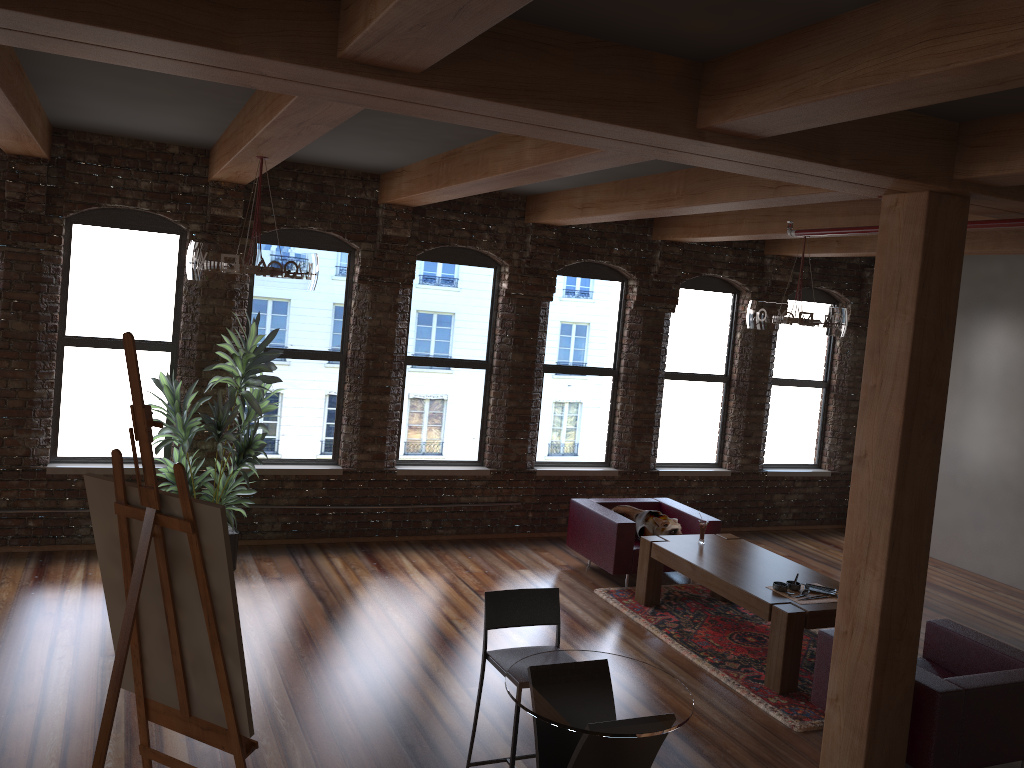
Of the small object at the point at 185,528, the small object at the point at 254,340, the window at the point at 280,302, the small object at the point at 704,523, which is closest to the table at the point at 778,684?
the small object at the point at 704,523

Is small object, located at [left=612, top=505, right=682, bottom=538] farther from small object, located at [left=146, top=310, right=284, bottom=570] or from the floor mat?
small object, located at [left=146, top=310, right=284, bottom=570]

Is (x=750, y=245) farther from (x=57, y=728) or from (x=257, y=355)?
(x=57, y=728)

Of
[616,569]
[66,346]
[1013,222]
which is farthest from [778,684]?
[66,346]

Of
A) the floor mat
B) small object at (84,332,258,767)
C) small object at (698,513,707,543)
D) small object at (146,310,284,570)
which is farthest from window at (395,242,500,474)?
small object at (84,332,258,767)

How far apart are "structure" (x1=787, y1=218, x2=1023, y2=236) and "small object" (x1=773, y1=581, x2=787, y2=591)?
2.4m

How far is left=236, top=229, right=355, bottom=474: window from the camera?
7.96m

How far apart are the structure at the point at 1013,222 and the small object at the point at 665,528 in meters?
2.7 m

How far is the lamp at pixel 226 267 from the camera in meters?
5.2 m

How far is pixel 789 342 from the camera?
10.4m
